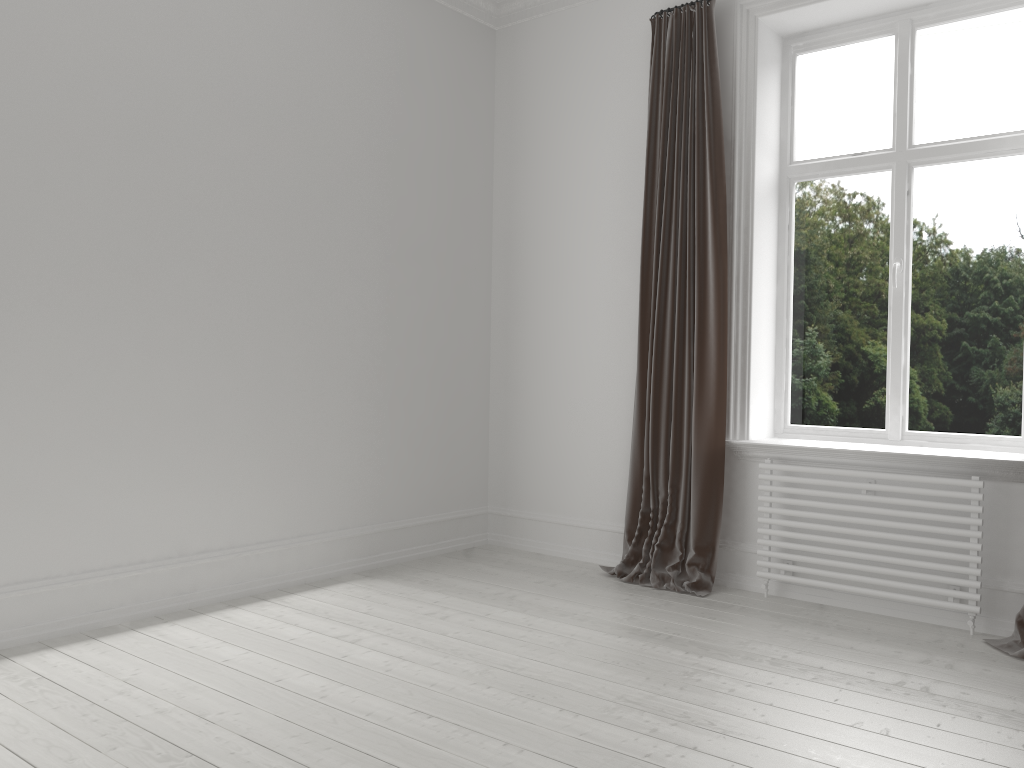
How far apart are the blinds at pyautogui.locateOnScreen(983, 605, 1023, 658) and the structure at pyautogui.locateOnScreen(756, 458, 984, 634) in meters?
0.1

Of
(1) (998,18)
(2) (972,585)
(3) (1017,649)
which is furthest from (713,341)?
(1) (998,18)

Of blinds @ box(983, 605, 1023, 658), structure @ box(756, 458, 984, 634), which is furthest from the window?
blinds @ box(983, 605, 1023, 658)

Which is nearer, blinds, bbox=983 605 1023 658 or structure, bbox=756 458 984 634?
blinds, bbox=983 605 1023 658

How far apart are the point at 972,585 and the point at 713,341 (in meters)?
1.43

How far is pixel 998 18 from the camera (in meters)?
3.72

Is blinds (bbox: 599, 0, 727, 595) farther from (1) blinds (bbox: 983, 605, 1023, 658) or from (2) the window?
(1) blinds (bbox: 983, 605, 1023, 658)

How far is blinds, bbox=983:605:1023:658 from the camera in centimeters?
317cm

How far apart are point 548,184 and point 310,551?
2.3m

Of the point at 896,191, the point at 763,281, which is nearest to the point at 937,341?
the point at 896,191
